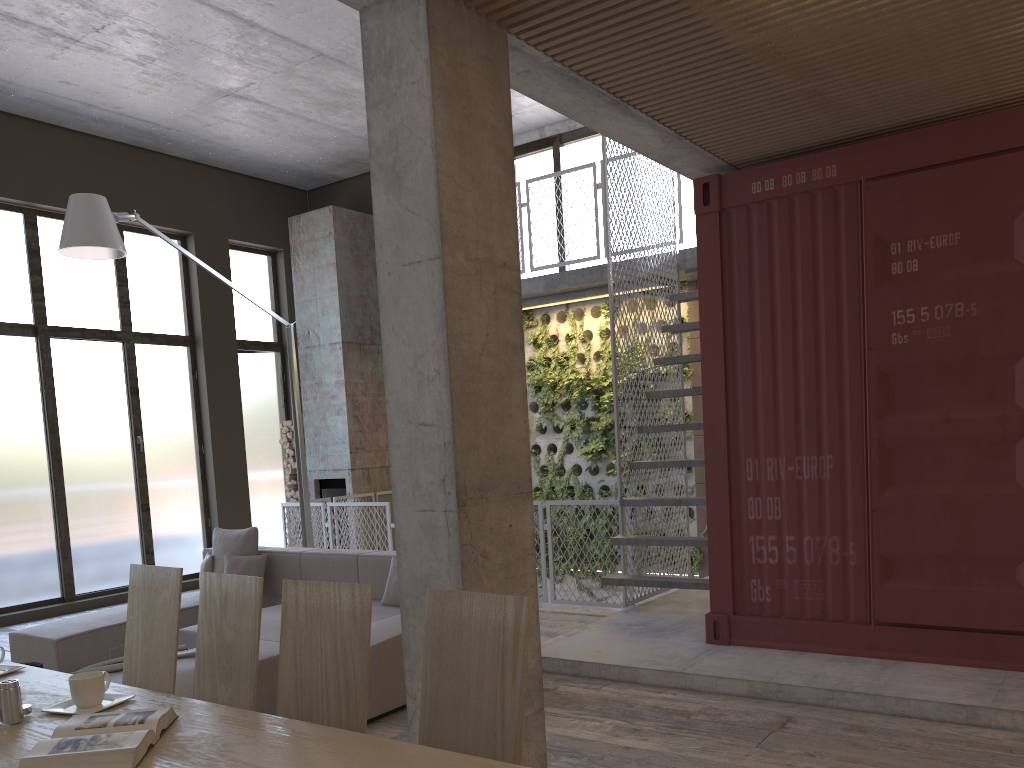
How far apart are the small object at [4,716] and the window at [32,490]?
7.7m

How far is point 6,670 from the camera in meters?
2.9 m

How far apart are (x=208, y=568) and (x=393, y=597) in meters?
2.0

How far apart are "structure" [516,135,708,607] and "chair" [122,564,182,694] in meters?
4.2

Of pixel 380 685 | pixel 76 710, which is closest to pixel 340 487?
pixel 380 685

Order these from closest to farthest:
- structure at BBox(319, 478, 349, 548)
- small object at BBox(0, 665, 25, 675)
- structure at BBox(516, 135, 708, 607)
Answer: small object at BBox(0, 665, 25, 675), structure at BBox(516, 135, 708, 607), structure at BBox(319, 478, 349, 548)

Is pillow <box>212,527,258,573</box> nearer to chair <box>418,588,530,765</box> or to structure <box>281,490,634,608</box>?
structure <box>281,490,634,608</box>

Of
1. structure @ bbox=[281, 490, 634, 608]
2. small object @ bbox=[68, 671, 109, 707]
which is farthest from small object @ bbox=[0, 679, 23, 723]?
structure @ bbox=[281, 490, 634, 608]

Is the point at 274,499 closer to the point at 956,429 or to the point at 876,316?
the point at 876,316

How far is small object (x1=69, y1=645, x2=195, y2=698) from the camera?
4.3 meters
